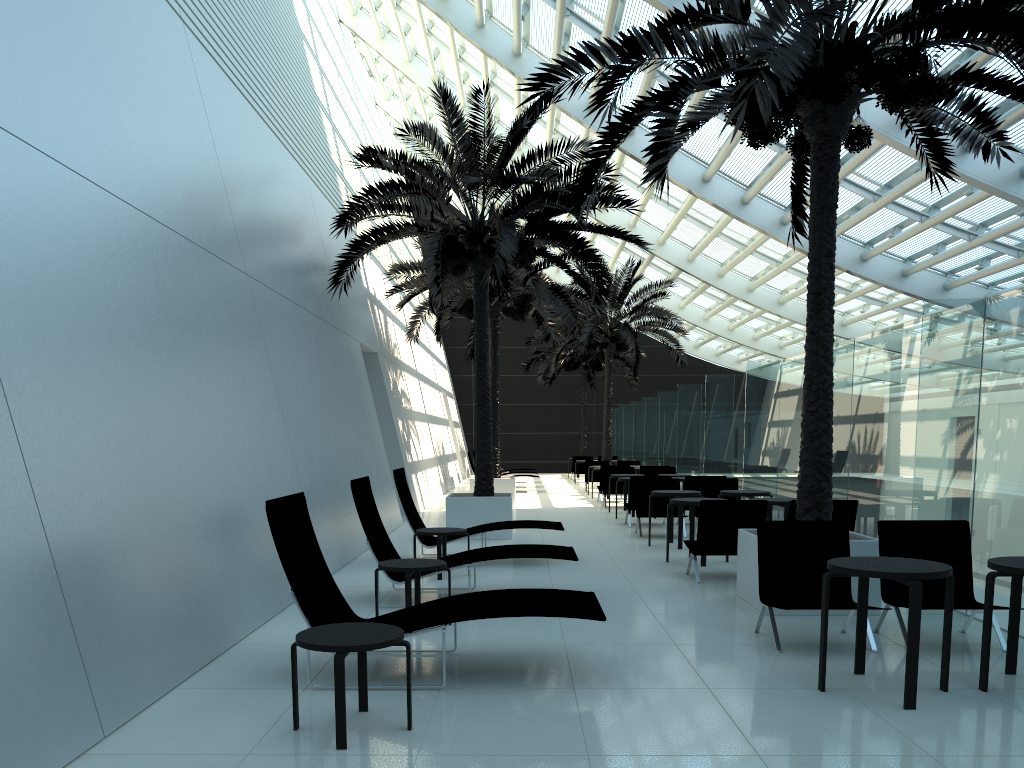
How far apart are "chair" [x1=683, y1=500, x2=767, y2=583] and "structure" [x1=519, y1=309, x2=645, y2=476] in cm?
2342

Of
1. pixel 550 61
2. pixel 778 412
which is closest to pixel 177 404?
pixel 778 412

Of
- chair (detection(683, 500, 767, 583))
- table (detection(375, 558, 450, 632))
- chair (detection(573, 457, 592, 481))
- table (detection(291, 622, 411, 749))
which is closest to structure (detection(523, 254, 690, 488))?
chair (detection(573, 457, 592, 481))

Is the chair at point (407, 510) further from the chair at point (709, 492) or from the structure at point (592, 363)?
the structure at point (592, 363)

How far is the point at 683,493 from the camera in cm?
→ 1186

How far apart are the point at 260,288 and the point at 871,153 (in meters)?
10.67

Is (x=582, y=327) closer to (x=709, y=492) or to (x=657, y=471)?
(x=657, y=471)

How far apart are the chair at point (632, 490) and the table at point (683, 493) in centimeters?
283cm

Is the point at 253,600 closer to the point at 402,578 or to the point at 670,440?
the point at 402,578

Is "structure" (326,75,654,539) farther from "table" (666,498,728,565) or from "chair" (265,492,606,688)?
"chair" (265,492,606,688)
